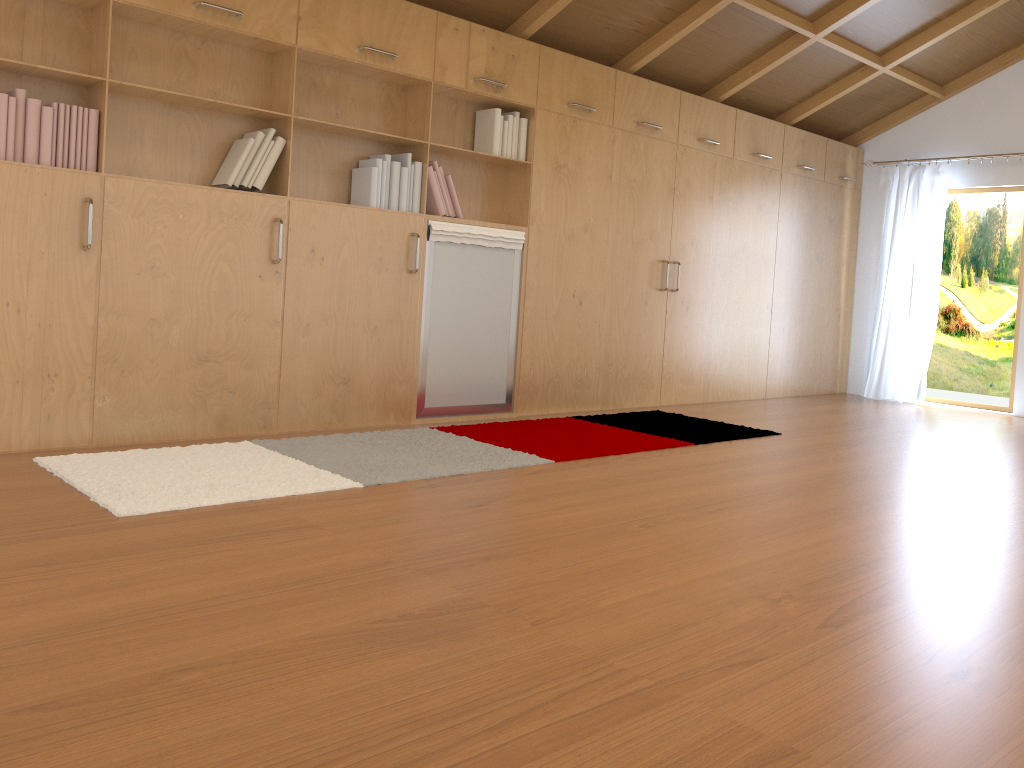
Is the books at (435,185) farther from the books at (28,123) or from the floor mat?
the floor mat

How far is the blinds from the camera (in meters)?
7.18

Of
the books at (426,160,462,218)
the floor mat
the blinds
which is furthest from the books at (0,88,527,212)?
the blinds

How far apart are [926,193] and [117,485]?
6.6 meters

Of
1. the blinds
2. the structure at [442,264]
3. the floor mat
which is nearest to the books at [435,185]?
the structure at [442,264]

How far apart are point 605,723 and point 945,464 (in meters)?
3.55

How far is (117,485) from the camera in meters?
3.0 m

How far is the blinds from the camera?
7.2 meters

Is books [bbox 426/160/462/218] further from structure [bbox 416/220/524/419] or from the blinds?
the blinds

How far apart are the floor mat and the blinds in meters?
2.8
